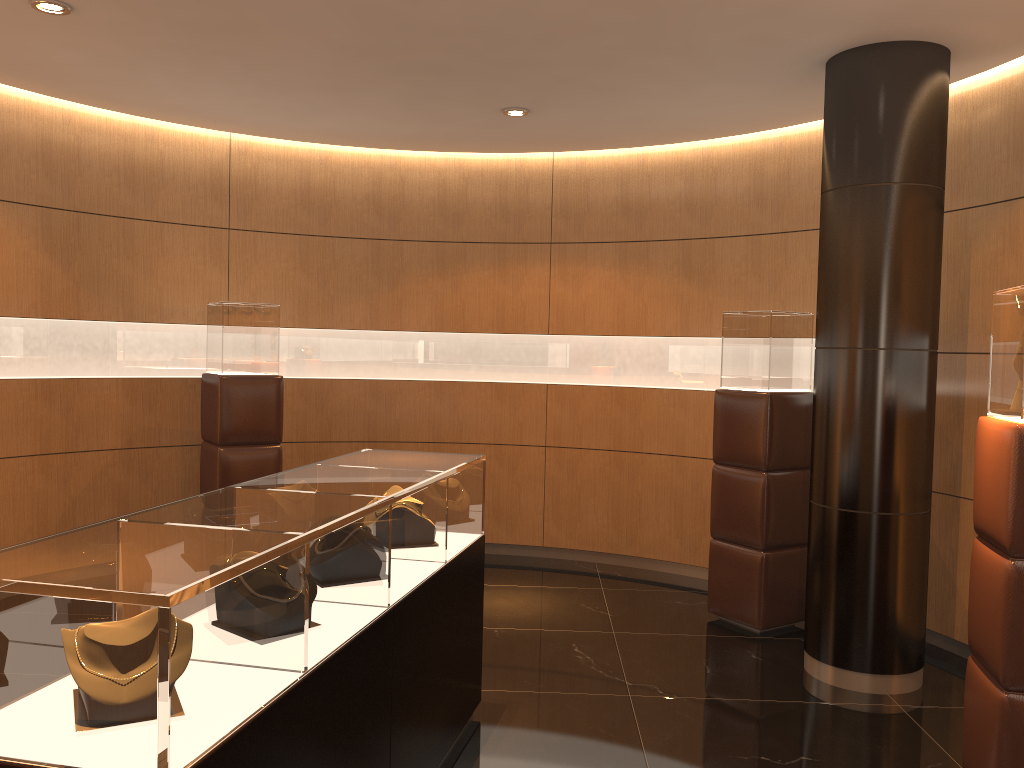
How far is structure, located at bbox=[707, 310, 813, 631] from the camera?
5.4 meters

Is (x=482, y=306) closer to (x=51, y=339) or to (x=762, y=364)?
(x=762, y=364)

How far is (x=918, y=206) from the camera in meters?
4.5

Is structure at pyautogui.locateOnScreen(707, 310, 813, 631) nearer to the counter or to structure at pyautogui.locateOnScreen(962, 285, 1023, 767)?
structure at pyautogui.locateOnScreen(962, 285, 1023, 767)

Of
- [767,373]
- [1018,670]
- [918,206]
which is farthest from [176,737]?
[767,373]

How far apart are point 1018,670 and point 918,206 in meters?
2.3

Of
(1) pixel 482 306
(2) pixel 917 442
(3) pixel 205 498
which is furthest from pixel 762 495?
(3) pixel 205 498

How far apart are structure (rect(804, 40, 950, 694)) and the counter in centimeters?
189cm

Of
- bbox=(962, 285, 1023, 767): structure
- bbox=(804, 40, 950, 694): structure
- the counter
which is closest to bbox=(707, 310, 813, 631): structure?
bbox=(804, 40, 950, 694): structure

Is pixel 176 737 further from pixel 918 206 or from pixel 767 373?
pixel 767 373
